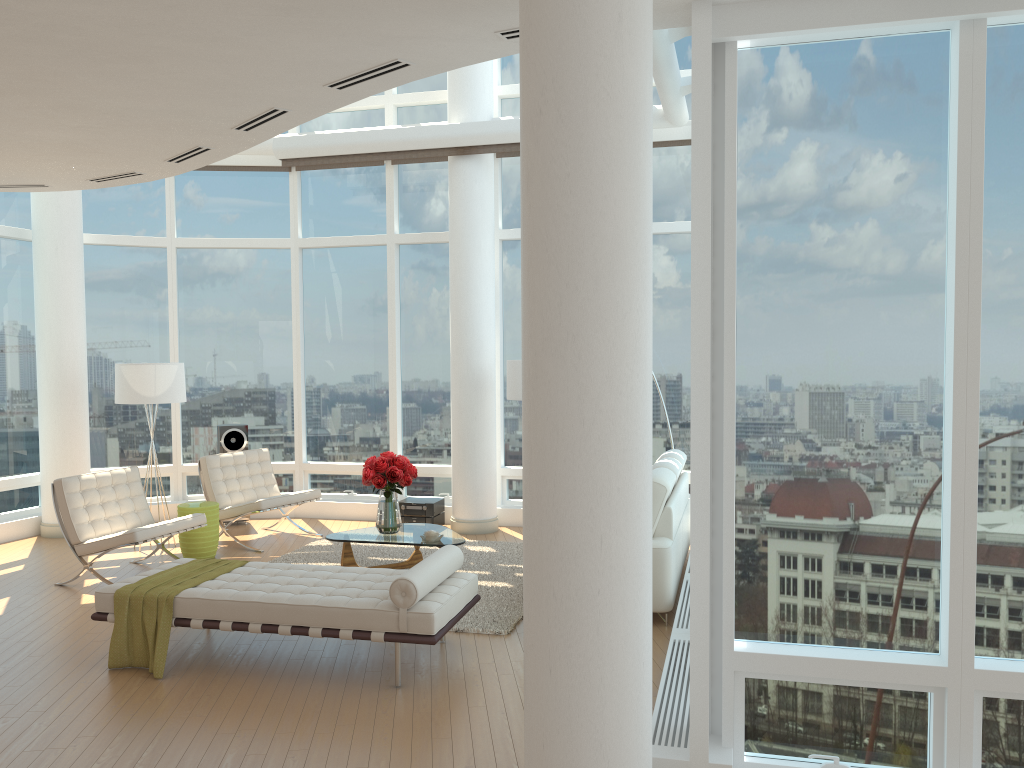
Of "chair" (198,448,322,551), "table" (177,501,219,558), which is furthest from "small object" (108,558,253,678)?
"chair" (198,448,322,551)

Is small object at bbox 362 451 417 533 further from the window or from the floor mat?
the window

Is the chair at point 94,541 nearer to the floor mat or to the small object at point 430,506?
the floor mat

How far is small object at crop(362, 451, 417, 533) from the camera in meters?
7.5 m

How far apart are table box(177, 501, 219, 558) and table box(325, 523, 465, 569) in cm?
158

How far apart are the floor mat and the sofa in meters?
1.0 m

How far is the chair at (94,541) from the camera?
7.4m

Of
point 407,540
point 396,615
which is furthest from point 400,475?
point 396,615

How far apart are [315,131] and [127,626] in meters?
7.1

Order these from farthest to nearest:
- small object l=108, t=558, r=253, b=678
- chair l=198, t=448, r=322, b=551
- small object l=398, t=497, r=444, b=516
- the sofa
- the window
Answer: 1. small object l=398, t=497, r=444, b=516
2. chair l=198, t=448, r=322, b=551
3. the sofa
4. small object l=108, t=558, r=253, b=678
5. the window
